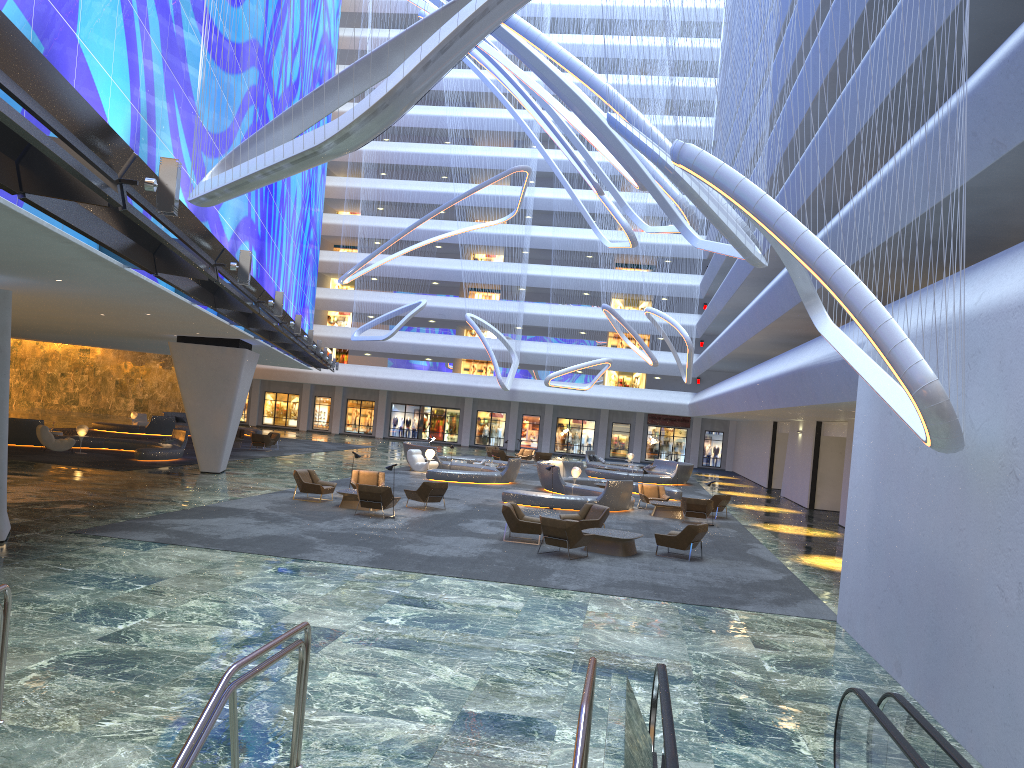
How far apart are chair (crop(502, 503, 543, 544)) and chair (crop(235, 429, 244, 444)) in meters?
26.3

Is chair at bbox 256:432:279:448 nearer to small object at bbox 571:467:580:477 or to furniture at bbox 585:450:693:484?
furniture at bbox 585:450:693:484

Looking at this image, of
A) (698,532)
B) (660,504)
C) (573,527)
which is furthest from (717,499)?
(573,527)

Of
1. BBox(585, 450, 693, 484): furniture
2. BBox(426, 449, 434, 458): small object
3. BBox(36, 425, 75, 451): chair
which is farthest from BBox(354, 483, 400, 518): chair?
BBox(585, 450, 693, 484): furniture

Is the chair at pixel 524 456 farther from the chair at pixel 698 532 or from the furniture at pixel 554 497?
the chair at pixel 698 532

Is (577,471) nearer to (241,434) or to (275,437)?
(275,437)

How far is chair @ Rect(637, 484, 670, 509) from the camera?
28.4 meters

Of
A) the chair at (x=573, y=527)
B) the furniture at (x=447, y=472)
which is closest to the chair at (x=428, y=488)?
the chair at (x=573, y=527)

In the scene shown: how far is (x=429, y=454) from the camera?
34.6 meters

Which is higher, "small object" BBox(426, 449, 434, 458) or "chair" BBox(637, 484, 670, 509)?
"small object" BBox(426, 449, 434, 458)
